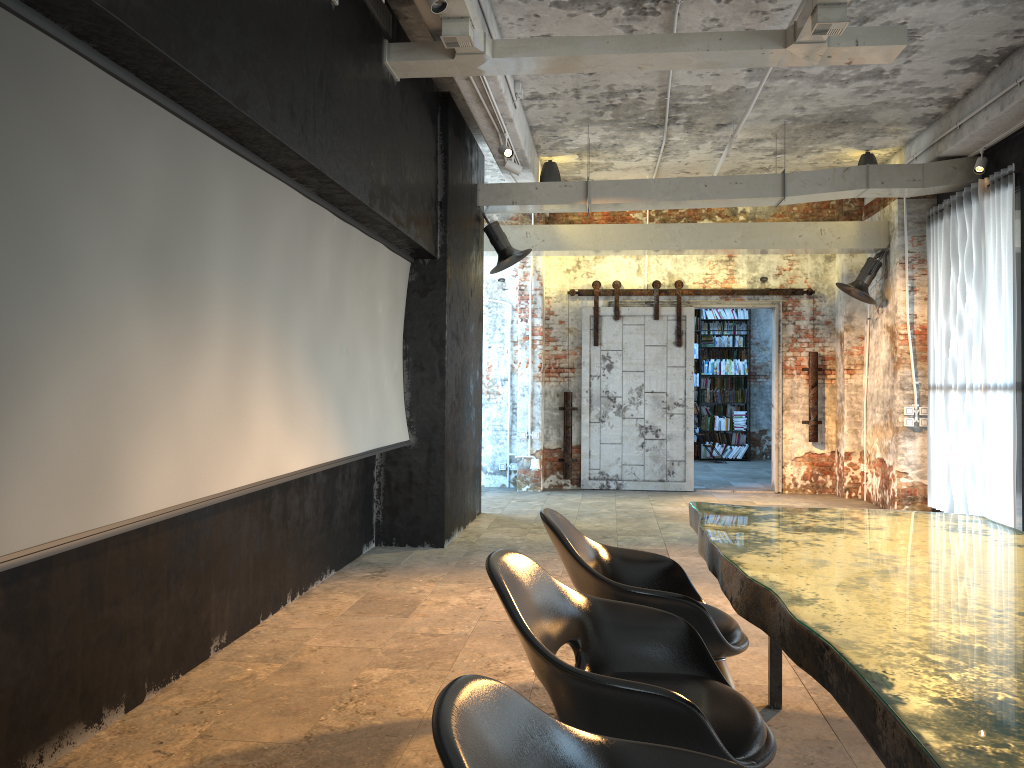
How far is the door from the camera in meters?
11.3 m

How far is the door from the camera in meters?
11.3

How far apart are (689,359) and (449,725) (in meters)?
10.35

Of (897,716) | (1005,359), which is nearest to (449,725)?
(897,716)

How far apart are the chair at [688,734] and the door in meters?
8.6

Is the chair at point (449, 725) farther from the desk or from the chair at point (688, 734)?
the chair at point (688, 734)

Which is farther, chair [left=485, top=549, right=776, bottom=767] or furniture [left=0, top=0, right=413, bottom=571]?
furniture [left=0, top=0, right=413, bottom=571]

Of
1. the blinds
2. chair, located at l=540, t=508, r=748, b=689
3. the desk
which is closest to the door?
the blinds

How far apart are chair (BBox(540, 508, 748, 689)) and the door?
7.7 meters

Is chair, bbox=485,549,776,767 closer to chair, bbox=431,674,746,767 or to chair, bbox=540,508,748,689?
chair, bbox=540,508,748,689
